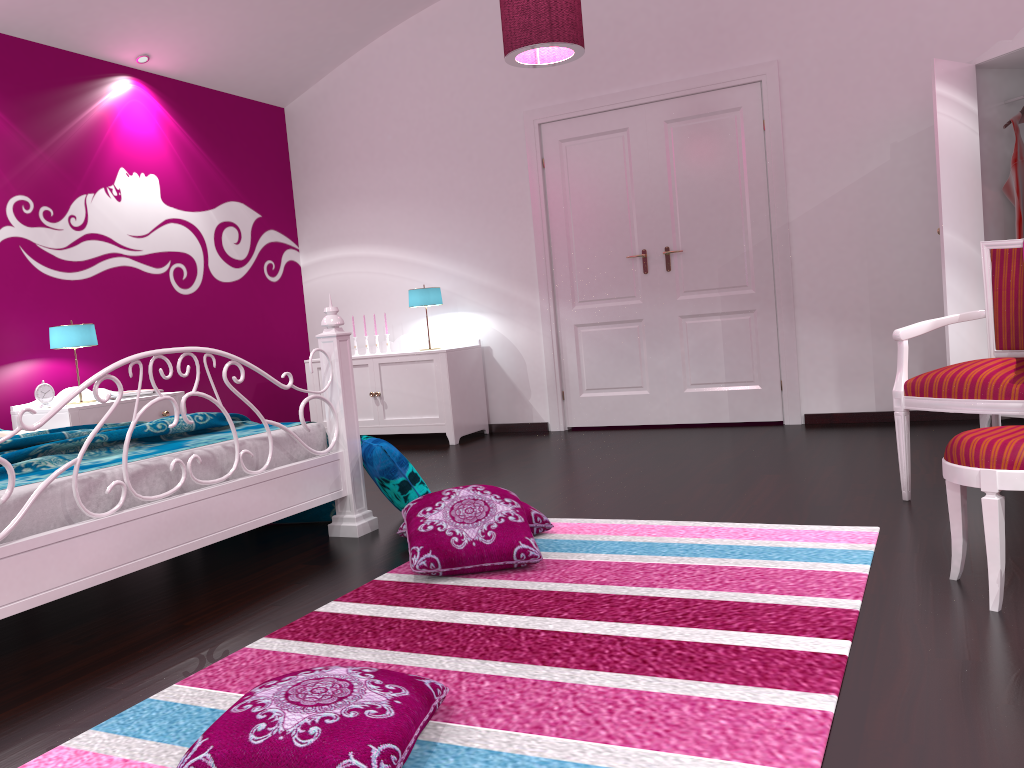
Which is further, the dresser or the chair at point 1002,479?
the dresser

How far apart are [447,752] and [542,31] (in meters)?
3.27

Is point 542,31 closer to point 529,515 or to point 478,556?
point 529,515

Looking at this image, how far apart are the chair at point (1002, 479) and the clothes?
2.6 meters

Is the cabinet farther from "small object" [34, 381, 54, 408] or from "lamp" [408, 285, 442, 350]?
"small object" [34, 381, 54, 408]

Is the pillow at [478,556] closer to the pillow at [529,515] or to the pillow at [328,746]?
the pillow at [529,515]

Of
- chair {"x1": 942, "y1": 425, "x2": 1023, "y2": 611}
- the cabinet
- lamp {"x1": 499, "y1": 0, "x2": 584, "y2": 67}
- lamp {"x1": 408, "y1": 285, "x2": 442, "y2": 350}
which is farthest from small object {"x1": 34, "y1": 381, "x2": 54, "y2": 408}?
chair {"x1": 942, "y1": 425, "x2": 1023, "y2": 611}

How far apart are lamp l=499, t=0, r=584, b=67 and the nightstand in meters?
2.5 m

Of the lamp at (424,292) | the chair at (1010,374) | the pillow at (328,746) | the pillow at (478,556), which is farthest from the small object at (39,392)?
the chair at (1010,374)

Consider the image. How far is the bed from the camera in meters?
2.3 m
